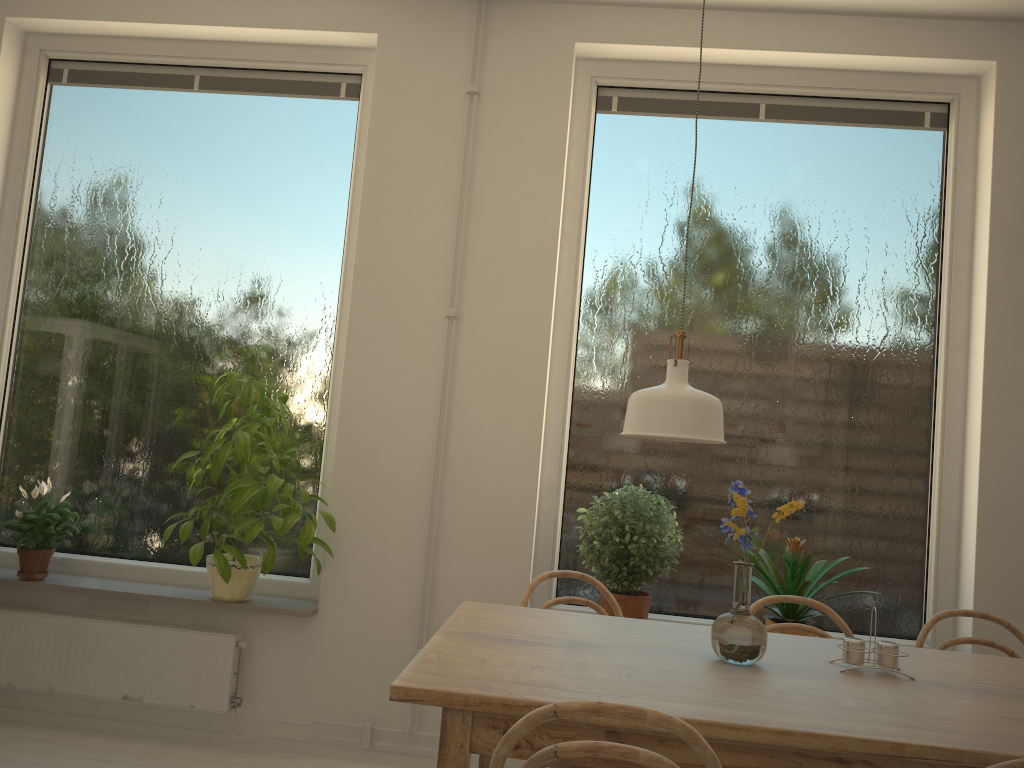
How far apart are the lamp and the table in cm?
47

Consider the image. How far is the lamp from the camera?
1.8 meters

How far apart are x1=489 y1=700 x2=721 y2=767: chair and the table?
0.2 meters

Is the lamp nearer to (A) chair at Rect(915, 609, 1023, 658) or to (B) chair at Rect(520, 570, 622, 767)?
(B) chair at Rect(520, 570, 622, 767)

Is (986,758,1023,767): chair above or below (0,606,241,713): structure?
above

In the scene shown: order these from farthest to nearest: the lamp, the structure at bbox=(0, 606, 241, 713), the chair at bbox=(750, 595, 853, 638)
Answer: the structure at bbox=(0, 606, 241, 713)
the chair at bbox=(750, 595, 853, 638)
the lamp

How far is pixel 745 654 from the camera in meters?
1.9

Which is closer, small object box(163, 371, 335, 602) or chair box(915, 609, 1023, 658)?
chair box(915, 609, 1023, 658)

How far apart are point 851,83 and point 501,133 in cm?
137

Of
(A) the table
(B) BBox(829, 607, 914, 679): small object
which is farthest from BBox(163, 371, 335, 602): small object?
(B) BBox(829, 607, 914, 679): small object
